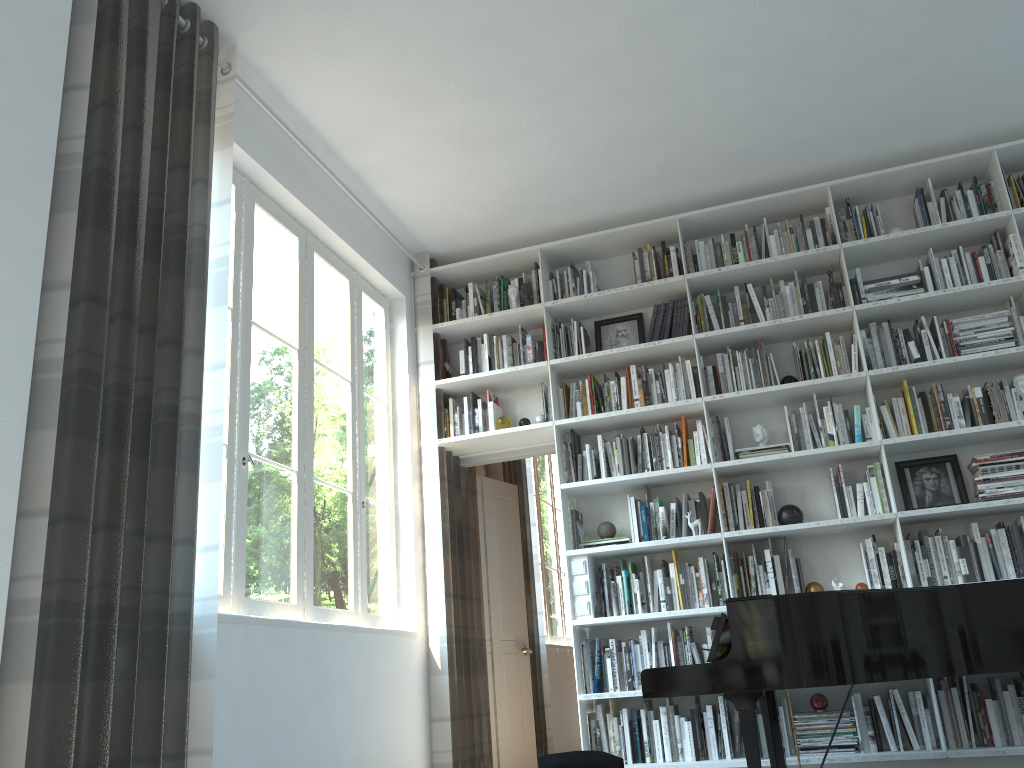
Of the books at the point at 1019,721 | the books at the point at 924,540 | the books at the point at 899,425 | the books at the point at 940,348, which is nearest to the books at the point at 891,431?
the books at the point at 899,425

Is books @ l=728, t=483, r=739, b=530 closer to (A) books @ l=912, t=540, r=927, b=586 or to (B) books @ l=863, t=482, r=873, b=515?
(B) books @ l=863, t=482, r=873, b=515

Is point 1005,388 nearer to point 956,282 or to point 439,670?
point 956,282

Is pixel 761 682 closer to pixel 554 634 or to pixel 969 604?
pixel 969 604

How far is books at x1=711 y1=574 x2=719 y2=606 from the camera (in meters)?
4.60

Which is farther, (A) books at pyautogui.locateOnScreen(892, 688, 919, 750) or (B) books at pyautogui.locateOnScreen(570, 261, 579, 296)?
(B) books at pyautogui.locateOnScreen(570, 261, 579, 296)

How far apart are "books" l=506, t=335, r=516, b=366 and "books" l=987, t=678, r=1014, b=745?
3.0 meters

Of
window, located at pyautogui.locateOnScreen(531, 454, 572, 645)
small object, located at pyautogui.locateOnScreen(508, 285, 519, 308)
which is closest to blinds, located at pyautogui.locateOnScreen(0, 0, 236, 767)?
small object, located at pyautogui.locateOnScreen(508, 285, 519, 308)

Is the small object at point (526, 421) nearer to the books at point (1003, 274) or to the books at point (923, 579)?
the books at point (923, 579)

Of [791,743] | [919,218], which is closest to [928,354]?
[919,218]
